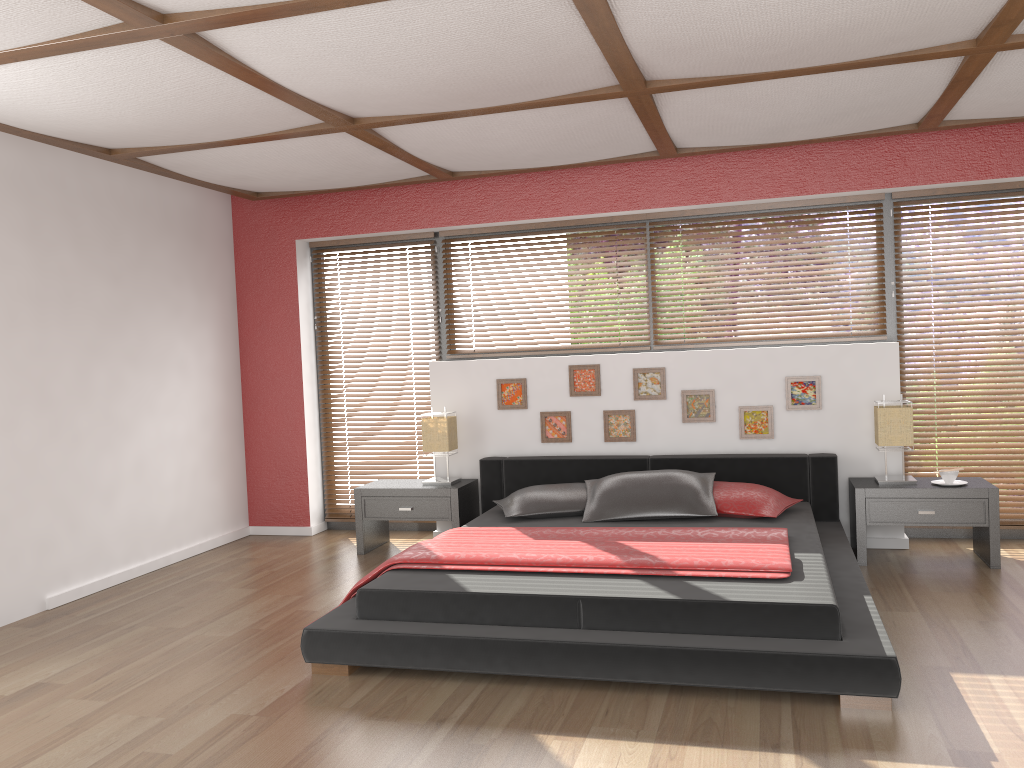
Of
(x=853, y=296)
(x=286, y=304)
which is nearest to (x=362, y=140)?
(x=286, y=304)

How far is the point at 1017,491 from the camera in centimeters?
524cm

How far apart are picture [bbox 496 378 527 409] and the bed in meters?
0.4 m

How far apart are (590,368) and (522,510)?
1.2m

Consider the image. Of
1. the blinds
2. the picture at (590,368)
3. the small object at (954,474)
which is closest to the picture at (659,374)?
the picture at (590,368)

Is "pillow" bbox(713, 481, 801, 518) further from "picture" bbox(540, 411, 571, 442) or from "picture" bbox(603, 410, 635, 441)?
"picture" bbox(540, 411, 571, 442)

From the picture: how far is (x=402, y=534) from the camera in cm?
622

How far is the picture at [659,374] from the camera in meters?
5.5

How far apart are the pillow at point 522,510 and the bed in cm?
4

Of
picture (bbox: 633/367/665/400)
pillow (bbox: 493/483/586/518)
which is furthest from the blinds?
picture (bbox: 633/367/665/400)
